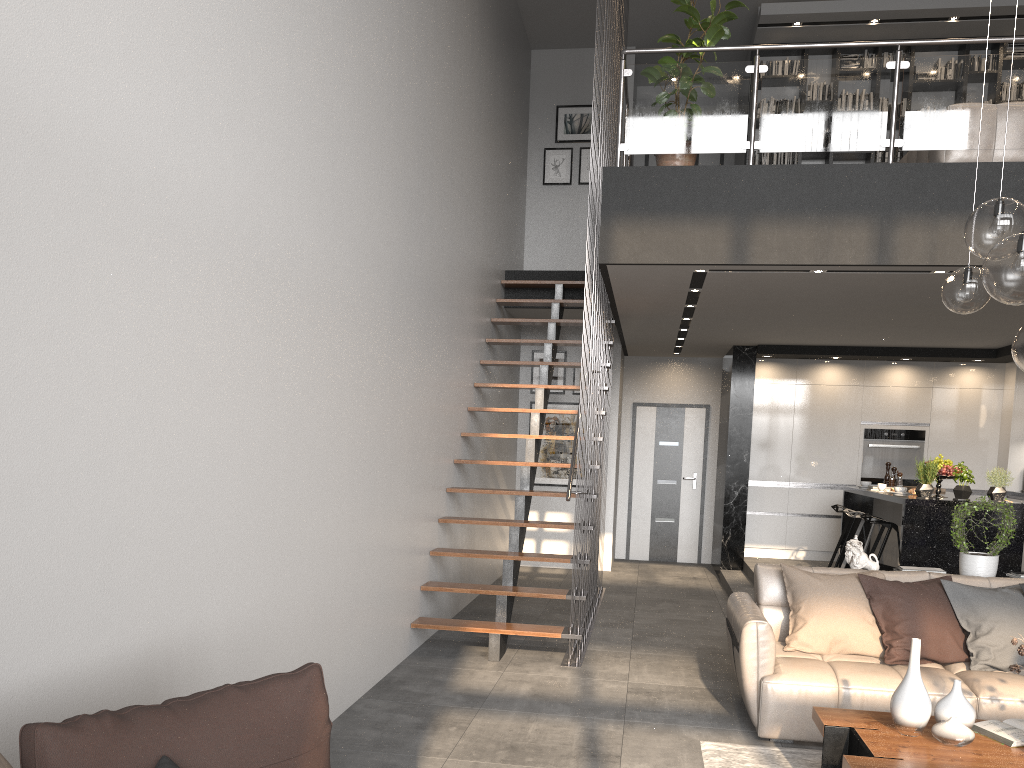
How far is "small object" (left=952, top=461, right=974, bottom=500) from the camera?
6.92m

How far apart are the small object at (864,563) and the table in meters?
1.8 m

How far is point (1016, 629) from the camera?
4.54m

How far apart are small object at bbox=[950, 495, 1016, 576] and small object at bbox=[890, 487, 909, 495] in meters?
2.1

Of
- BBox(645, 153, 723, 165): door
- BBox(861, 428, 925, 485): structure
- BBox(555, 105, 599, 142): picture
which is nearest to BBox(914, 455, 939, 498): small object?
BBox(861, 428, 925, 485): structure

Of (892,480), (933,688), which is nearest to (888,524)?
(892,480)

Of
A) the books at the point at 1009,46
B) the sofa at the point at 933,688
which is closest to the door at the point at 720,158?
the books at the point at 1009,46

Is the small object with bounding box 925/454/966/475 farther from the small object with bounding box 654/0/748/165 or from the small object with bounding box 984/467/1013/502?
the small object with bounding box 654/0/748/165

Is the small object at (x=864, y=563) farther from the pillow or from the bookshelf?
the bookshelf

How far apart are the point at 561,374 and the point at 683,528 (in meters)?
2.66
